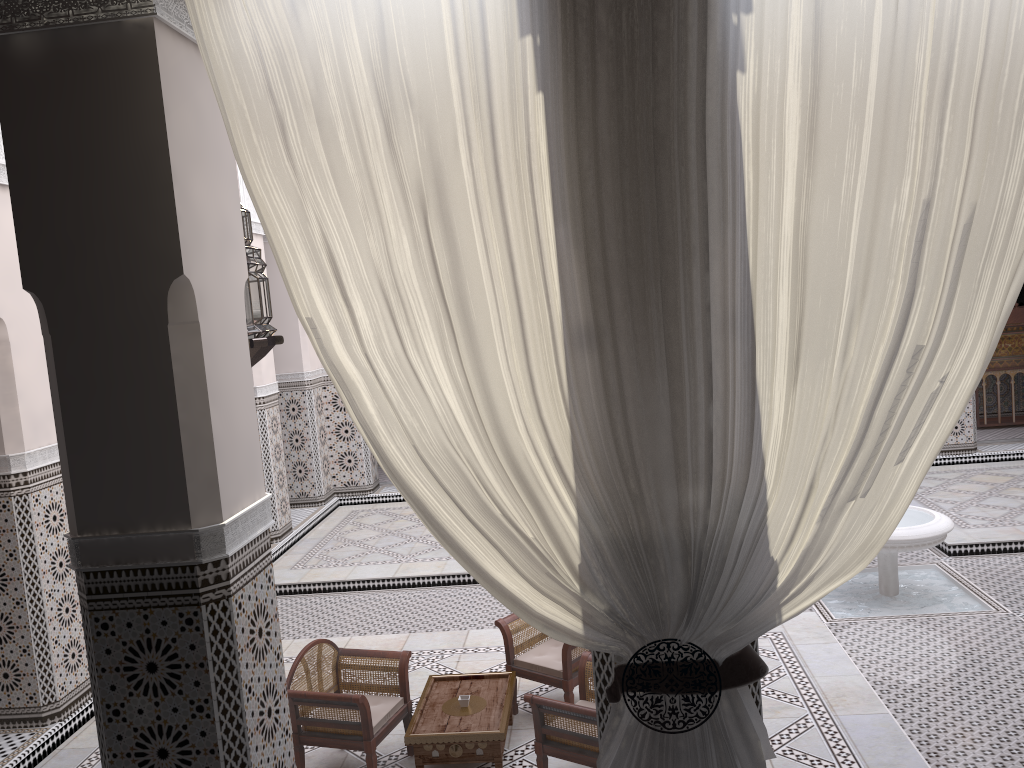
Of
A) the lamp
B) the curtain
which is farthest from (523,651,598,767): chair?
the lamp

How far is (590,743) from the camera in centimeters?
183cm

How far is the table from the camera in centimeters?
199cm

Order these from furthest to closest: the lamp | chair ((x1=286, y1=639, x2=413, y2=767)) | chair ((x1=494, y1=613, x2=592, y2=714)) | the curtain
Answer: chair ((x1=494, y1=613, x2=592, y2=714)) < chair ((x1=286, y1=639, x2=413, y2=767)) < the lamp < the curtain

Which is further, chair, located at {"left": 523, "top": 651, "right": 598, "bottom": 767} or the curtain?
chair, located at {"left": 523, "top": 651, "right": 598, "bottom": 767}

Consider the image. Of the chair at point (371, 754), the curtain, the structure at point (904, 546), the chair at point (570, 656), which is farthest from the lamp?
the structure at point (904, 546)

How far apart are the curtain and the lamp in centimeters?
43cm

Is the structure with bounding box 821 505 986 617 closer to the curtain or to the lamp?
the curtain

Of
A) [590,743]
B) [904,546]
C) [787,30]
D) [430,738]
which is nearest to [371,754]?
[430,738]

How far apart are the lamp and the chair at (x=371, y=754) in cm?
81
